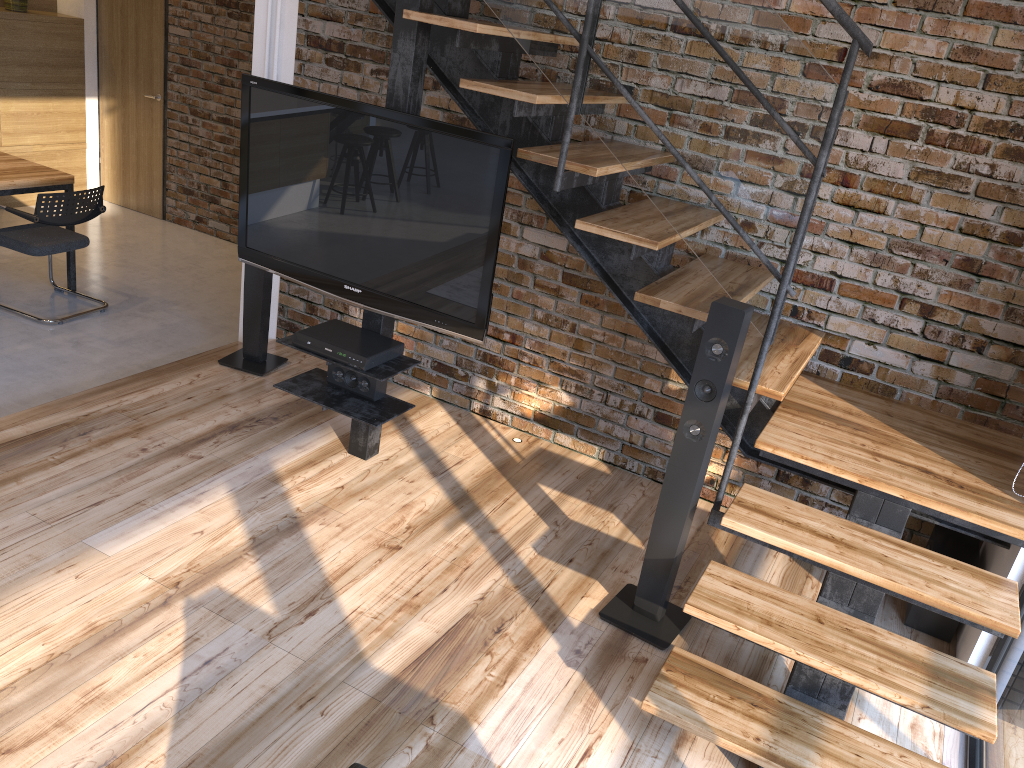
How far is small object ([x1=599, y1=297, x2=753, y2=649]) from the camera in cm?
274

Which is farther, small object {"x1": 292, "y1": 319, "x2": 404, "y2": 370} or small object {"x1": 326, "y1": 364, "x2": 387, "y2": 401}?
small object {"x1": 326, "y1": 364, "x2": 387, "y2": 401}

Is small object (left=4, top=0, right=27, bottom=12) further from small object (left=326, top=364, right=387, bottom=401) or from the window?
the window

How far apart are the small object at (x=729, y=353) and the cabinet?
4.2 meters

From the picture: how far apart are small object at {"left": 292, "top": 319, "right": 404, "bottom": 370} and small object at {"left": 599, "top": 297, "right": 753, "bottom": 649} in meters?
1.2 m

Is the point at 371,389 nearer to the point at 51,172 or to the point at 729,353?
the point at 729,353

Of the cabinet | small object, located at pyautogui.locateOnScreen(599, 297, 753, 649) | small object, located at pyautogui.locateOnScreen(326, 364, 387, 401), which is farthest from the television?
the cabinet

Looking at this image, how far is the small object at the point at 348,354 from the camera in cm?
345

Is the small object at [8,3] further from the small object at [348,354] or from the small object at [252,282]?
the small object at [348,354]

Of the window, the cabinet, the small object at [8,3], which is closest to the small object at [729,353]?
the window
